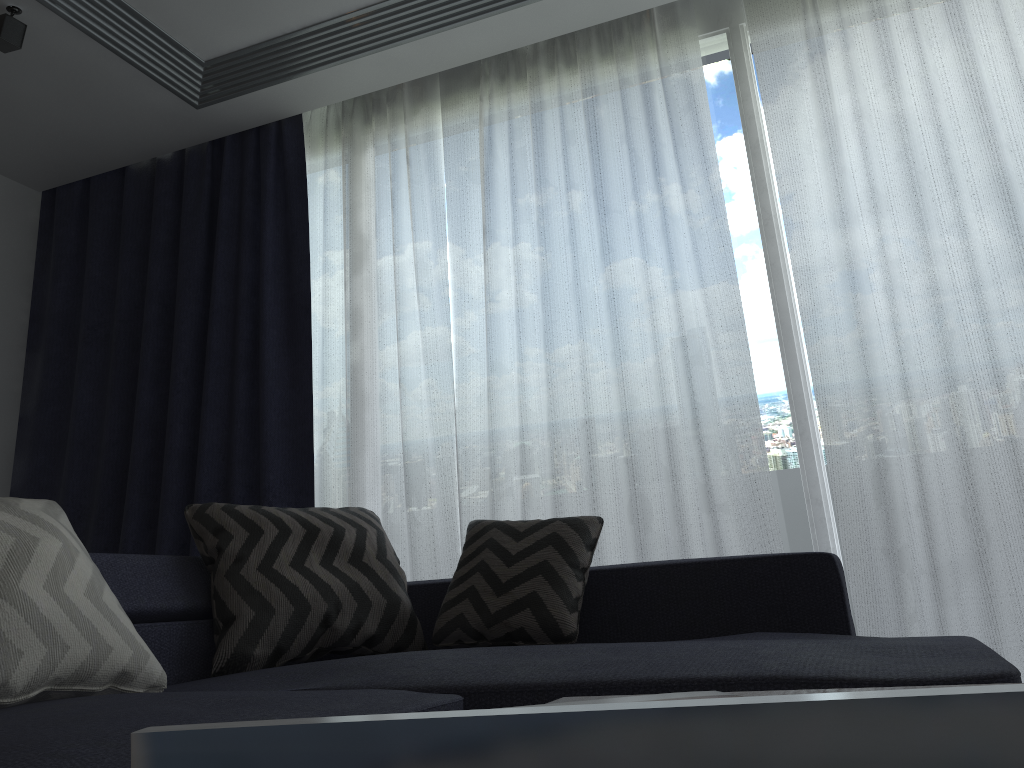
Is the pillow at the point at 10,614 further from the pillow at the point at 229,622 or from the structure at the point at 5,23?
the structure at the point at 5,23

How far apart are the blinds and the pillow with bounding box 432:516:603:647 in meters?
0.6

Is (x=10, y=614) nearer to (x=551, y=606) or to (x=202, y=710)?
(x=202, y=710)

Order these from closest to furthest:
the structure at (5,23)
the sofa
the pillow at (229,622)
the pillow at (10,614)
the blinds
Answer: the sofa
the pillow at (10,614)
the pillow at (229,622)
the blinds
the structure at (5,23)

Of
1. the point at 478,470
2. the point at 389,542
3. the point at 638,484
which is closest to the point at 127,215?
the point at 478,470

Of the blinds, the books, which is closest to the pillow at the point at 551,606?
the blinds

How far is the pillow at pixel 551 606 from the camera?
2.2m

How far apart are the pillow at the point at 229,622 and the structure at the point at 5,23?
1.84m

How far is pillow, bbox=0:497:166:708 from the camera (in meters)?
1.45

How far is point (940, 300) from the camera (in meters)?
2.71
